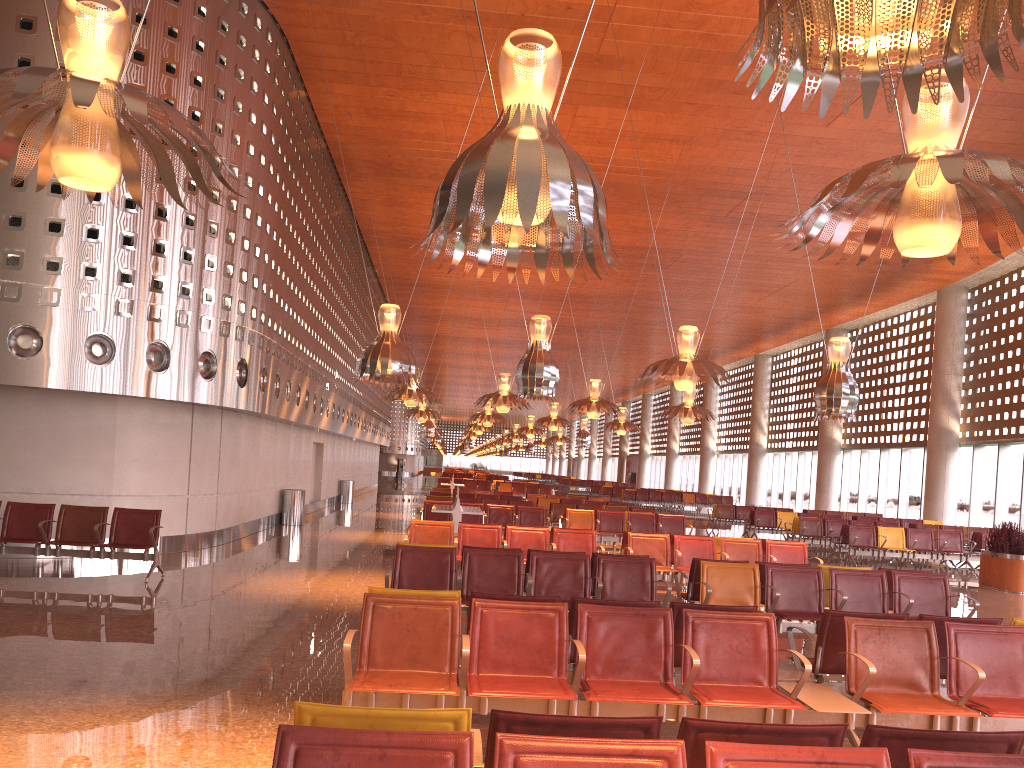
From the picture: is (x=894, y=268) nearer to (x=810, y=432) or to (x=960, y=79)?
(x=810, y=432)

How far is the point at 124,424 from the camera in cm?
1303
